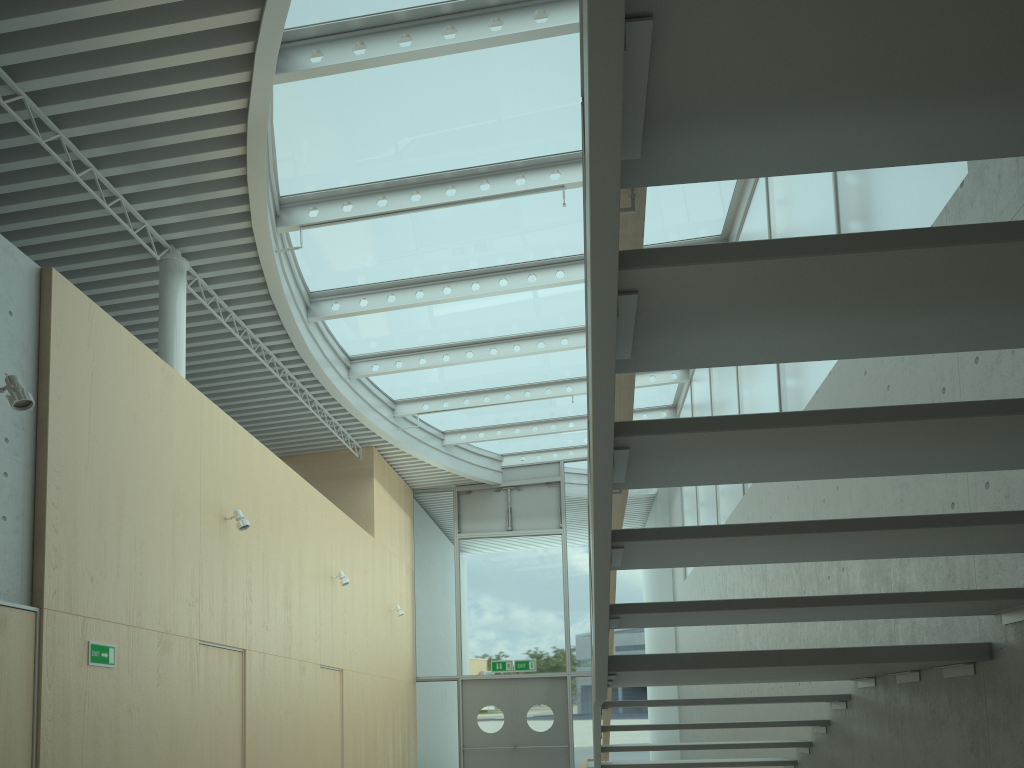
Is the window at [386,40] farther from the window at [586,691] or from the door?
the door

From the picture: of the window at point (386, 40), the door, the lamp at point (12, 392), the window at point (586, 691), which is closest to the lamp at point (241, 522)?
the window at point (386, 40)

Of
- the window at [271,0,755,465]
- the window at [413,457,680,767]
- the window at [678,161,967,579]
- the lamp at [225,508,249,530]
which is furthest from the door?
the lamp at [225,508,249,530]

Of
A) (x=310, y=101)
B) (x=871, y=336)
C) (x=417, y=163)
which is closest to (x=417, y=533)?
(x=417, y=163)

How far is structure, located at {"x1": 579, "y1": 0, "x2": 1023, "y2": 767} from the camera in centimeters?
142cm

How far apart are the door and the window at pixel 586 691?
0.12m

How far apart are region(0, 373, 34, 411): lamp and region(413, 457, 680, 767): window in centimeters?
1118cm

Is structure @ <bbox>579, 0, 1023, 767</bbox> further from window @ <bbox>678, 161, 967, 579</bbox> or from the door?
the door

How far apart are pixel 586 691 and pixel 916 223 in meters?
11.7 m

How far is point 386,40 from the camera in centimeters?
634cm
